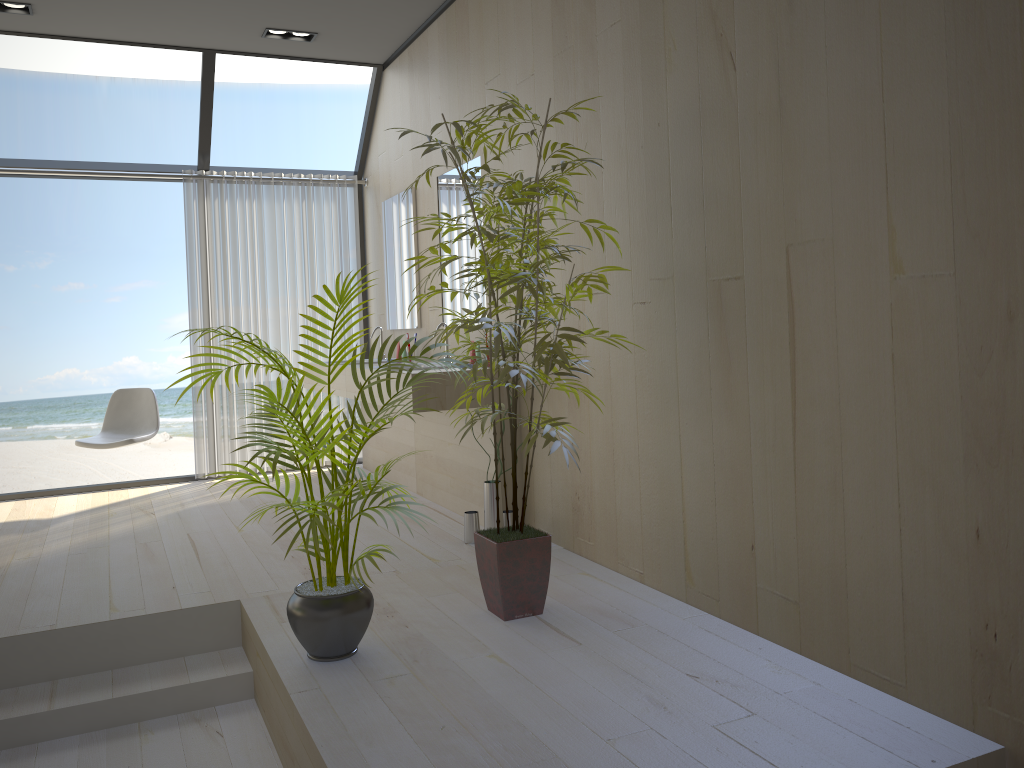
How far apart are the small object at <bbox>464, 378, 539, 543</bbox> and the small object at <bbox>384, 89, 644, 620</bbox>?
0.8m

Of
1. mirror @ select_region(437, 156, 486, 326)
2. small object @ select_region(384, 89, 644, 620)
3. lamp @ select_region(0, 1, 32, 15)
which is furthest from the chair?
small object @ select_region(384, 89, 644, 620)

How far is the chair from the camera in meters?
5.3 m

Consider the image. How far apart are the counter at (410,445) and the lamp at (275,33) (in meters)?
2.01

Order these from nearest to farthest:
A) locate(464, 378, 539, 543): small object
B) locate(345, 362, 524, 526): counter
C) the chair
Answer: locate(464, 378, 539, 543): small object < locate(345, 362, 524, 526): counter < the chair

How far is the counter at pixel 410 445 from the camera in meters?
5.3 m

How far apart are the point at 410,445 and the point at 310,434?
2.76m

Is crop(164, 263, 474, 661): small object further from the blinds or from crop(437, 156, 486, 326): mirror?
the blinds

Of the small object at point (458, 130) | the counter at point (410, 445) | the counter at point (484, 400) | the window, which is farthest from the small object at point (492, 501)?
the window

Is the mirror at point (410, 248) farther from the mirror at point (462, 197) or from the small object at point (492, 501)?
the small object at point (492, 501)
